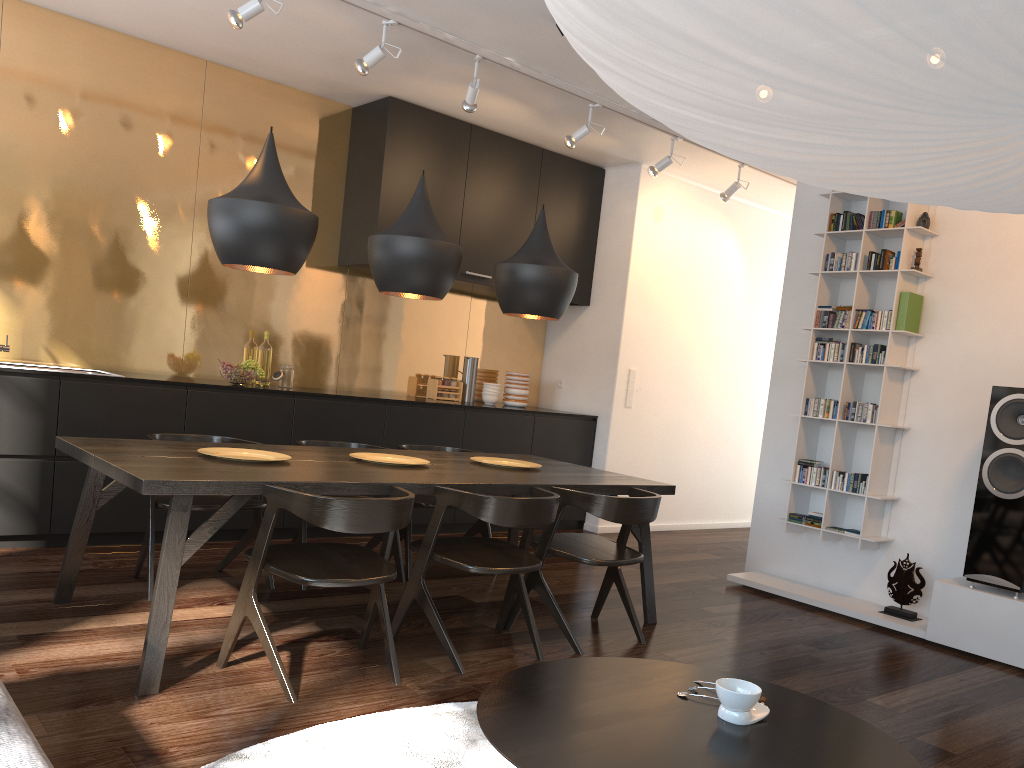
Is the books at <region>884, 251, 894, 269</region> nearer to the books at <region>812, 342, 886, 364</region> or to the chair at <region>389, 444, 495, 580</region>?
the books at <region>812, 342, 886, 364</region>

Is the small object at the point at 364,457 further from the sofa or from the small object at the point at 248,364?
the sofa

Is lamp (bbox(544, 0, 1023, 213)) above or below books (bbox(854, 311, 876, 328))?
below

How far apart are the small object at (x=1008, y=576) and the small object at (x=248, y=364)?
3.98m

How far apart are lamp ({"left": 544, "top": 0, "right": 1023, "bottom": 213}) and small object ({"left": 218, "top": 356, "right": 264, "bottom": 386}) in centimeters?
421cm

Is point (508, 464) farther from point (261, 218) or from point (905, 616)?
point (905, 616)

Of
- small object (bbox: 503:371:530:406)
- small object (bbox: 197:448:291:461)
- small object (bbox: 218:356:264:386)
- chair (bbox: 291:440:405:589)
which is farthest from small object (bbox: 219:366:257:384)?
small object (bbox: 503:371:530:406)

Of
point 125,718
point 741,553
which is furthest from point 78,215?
point 741,553

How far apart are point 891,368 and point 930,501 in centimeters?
75cm

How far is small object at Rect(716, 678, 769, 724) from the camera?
1.7 meters
